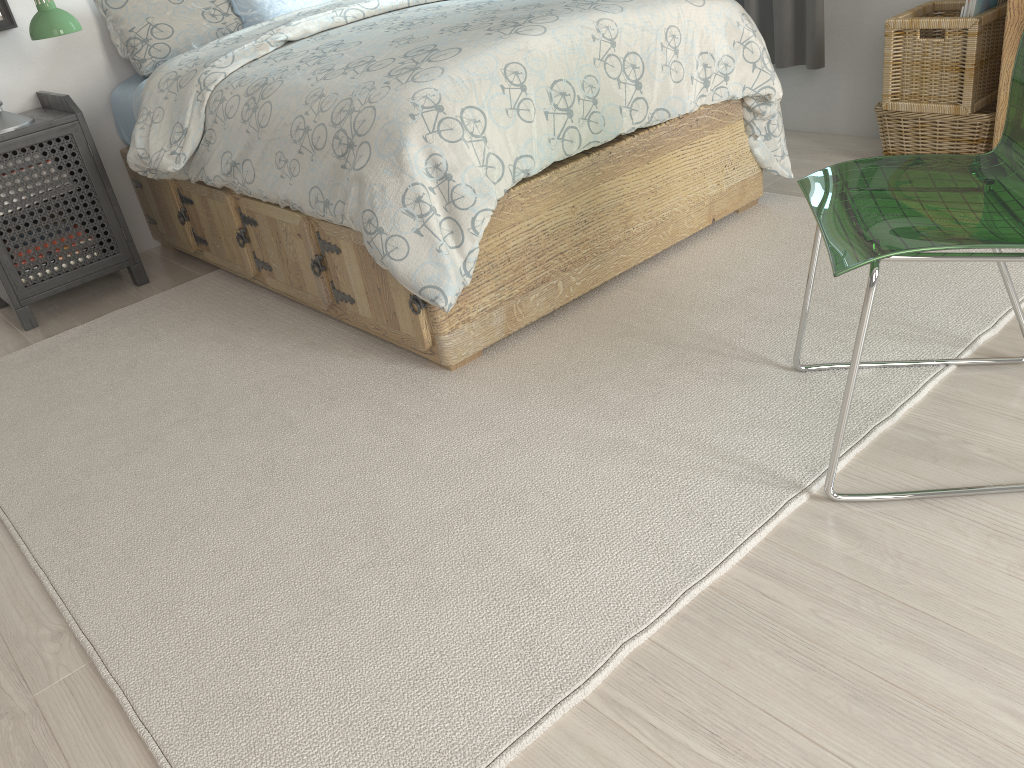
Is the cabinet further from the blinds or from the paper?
the blinds

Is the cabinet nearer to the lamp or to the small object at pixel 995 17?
the small object at pixel 995 17

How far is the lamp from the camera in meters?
2.6 m

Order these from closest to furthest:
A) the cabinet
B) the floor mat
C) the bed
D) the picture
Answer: the floor mat, the bed, the cabinet, the picture

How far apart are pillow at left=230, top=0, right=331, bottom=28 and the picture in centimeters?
71cm

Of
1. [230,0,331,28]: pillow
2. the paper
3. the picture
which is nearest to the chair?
the paper

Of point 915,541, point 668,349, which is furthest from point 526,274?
point 915,541

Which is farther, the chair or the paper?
the paper

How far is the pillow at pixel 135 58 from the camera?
3.01m

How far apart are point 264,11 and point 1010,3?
2.34m
